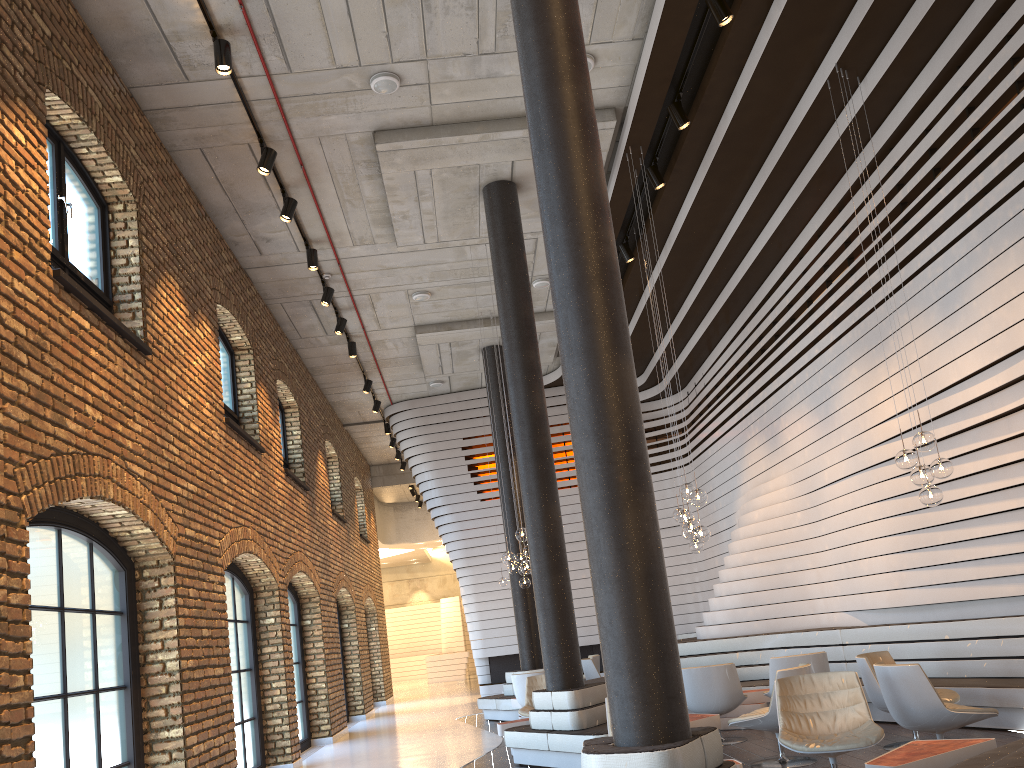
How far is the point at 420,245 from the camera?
10.9 meters

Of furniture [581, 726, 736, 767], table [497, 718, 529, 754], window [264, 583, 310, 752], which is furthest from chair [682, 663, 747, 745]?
window [264, 583, 310, 752]

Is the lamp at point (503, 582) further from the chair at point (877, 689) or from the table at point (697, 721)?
the chair at point (877, 689)

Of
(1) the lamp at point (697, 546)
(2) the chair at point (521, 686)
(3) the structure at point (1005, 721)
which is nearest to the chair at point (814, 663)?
(3) the structure at point (1005, 721)

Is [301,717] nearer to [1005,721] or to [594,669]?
[594,669]

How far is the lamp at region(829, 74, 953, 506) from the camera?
6.6m

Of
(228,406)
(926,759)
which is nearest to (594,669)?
(228,406)

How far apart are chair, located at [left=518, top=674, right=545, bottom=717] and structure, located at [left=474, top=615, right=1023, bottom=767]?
1.86m

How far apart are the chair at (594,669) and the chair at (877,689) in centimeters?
657cm

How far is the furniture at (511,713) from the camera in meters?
12.8
